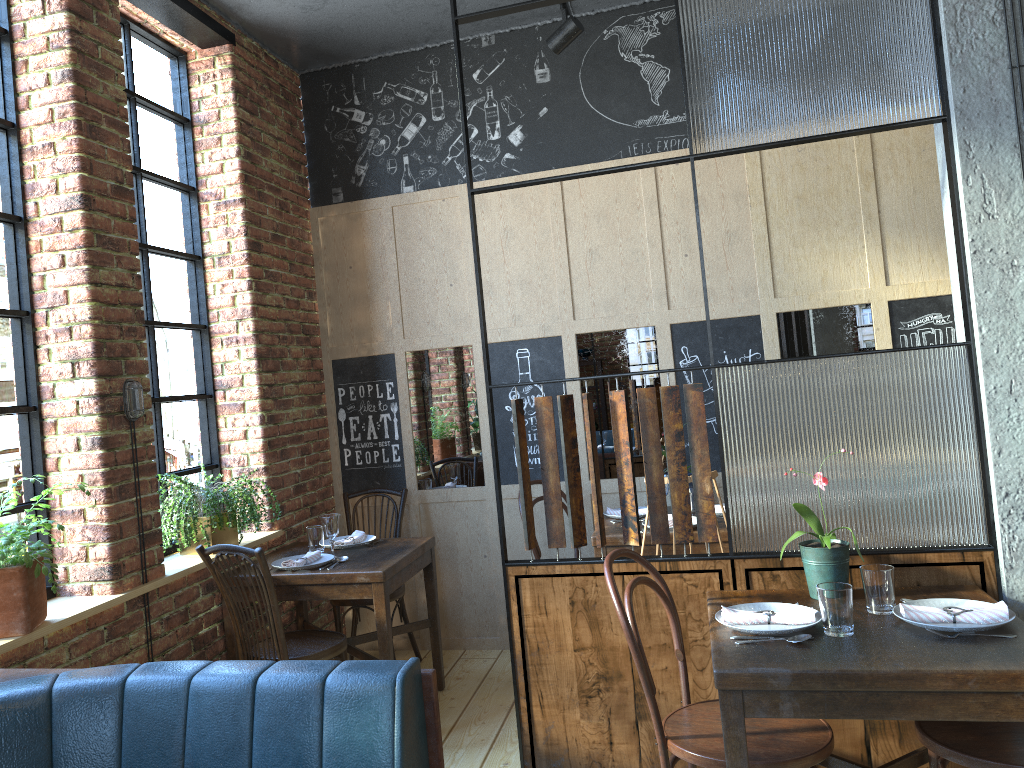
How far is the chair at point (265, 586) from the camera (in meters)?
3.27

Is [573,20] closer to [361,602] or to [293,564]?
[293,564]

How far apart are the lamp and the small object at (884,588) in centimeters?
269cm

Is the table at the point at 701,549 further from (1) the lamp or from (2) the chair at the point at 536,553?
(1) the lamp

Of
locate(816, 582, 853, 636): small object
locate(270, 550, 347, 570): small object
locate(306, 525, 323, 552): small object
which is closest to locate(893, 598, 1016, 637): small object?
locate(816, 582, 853, 636): small object

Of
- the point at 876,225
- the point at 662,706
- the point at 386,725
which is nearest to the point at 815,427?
the point at 662,706

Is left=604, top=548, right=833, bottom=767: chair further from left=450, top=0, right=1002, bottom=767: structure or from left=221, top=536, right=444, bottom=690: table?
left=221, top=536, right=444, bottom=690: table

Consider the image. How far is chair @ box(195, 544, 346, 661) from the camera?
3.3m

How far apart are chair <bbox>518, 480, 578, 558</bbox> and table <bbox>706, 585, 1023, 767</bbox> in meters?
1.6 m

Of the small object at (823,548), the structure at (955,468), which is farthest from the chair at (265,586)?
the small object at (823,548)
